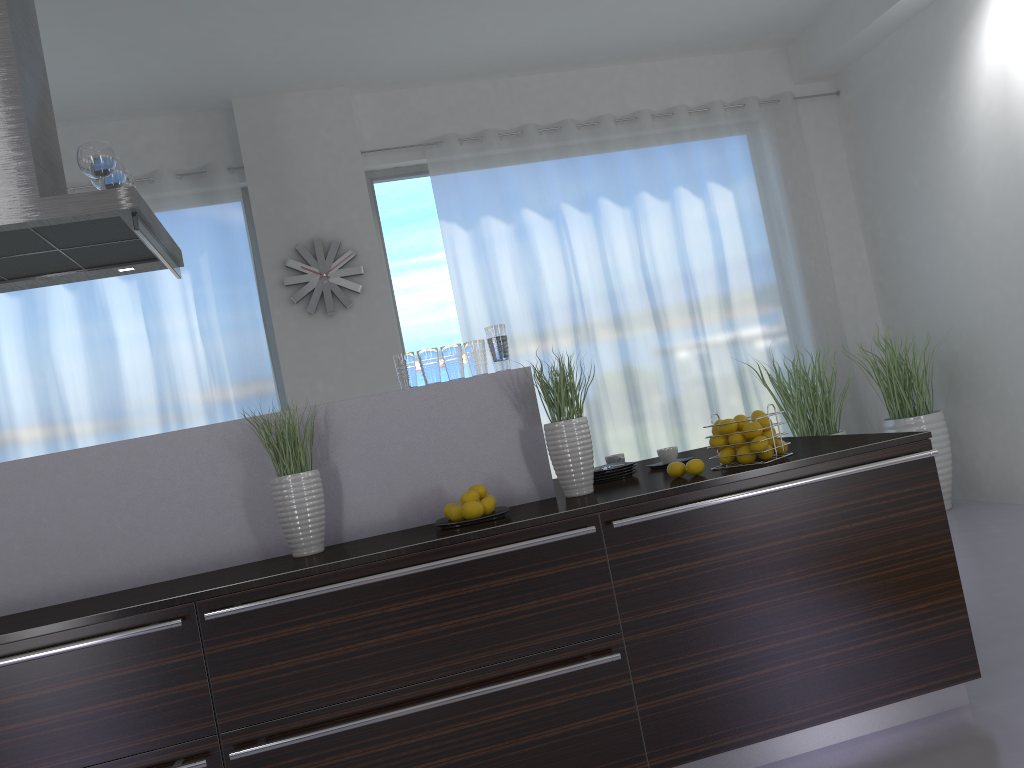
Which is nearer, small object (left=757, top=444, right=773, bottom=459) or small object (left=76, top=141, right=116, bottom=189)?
small object (left=757, top=444, right=773, bottom=459)

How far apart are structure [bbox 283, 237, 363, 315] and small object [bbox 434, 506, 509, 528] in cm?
320

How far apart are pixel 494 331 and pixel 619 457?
0.8m

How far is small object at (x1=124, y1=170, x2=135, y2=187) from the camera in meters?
3.3 m

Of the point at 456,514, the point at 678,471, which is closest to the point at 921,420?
the point at 678,471

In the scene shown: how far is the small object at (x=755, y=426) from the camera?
2.8m

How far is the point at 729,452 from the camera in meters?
2.8

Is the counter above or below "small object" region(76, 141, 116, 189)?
below

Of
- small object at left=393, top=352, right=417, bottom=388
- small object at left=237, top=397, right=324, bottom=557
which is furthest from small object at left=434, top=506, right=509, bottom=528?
small object at left=393, top=352, right=417, bottom=388

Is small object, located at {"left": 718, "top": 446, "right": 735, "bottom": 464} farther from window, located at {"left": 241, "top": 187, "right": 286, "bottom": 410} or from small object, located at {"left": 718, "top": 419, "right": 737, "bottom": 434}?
window, located at {"left": 241, "top": 187, "right": 286, "bottom": 410}
